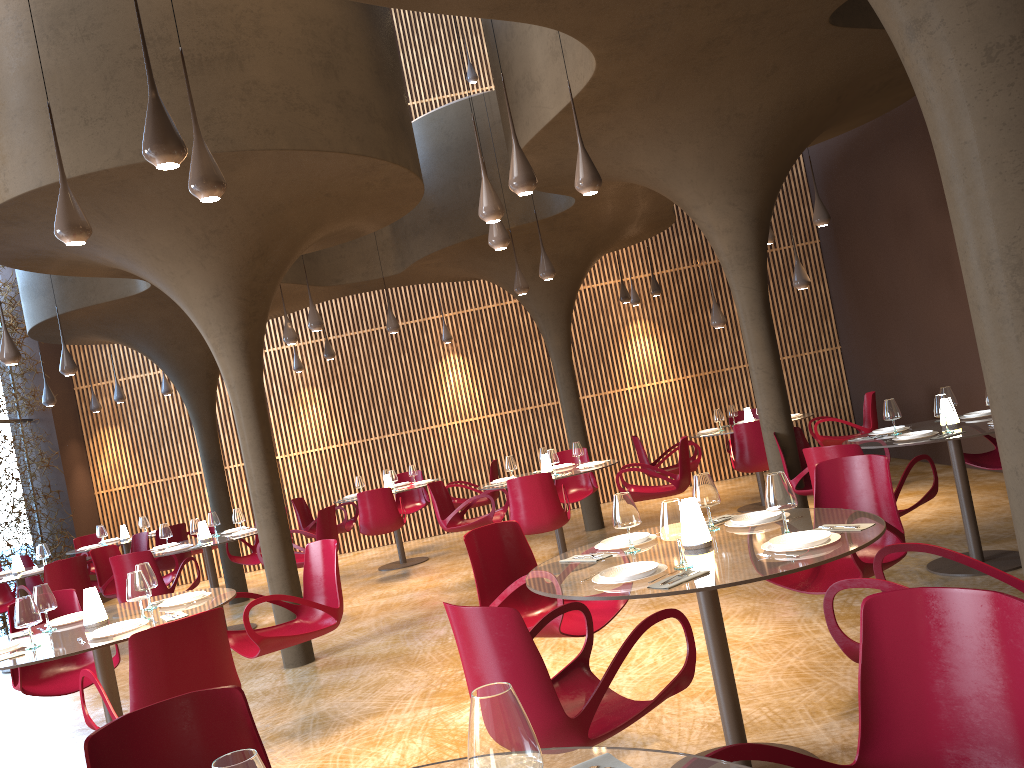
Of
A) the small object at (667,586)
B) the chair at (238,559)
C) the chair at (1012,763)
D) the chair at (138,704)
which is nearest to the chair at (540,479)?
the chair at (238,559)

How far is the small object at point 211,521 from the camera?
10.71m

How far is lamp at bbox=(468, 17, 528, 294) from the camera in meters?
10.9

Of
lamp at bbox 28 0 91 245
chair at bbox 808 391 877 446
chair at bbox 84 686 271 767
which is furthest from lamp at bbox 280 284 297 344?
chair at bbox 84 686 271 767

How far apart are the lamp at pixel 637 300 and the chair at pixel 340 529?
6.1m

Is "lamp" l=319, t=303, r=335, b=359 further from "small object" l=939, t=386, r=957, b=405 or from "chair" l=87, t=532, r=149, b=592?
"small object" l=939, t=386, r=957, b=405

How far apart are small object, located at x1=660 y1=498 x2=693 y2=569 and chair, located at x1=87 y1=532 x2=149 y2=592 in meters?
10.2 m

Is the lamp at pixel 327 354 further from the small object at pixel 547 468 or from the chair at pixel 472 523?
the small object at pixel 547 468

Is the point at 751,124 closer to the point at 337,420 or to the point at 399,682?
the point at 399,682

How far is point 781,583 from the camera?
4.93m
